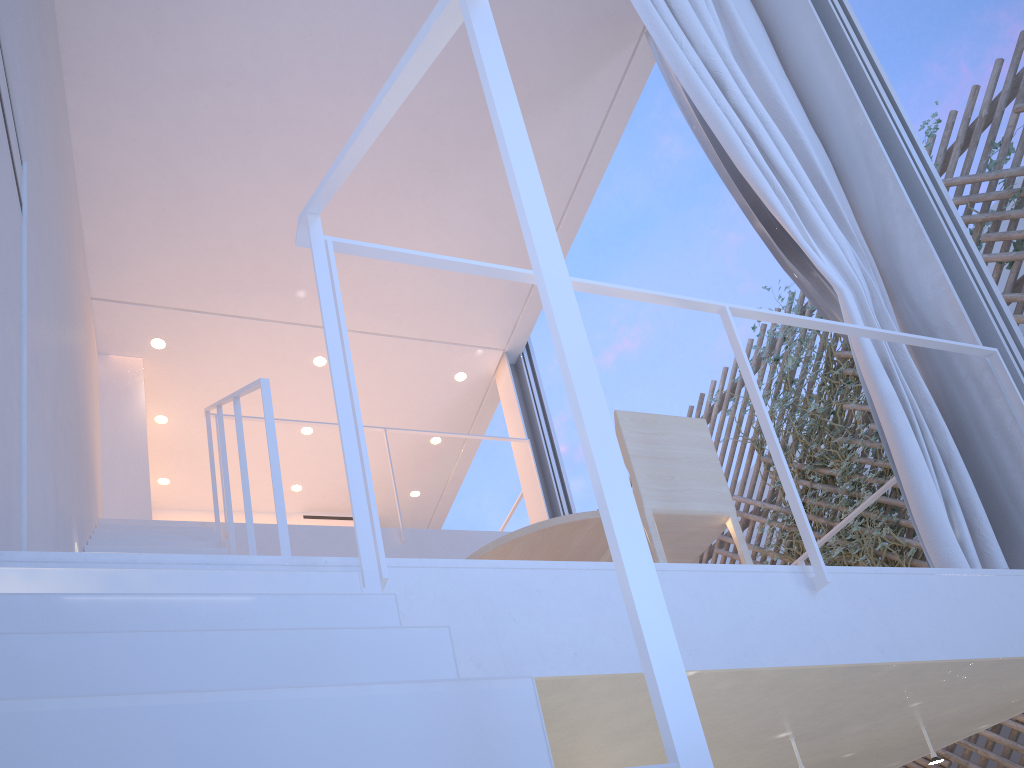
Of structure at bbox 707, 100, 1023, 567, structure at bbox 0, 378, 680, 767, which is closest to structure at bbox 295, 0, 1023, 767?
structure at bbox 0, 378, 680, 767

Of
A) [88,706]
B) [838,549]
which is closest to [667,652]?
[88,706]

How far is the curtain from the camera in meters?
1.6 m

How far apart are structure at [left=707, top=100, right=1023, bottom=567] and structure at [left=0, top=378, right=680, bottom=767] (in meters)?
2.74

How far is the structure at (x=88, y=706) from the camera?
0.4 meters

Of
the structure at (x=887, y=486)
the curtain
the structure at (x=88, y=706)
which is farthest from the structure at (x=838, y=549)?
the structure at (x=88, y=706)

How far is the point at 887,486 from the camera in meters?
2.1

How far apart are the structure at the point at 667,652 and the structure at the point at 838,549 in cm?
217

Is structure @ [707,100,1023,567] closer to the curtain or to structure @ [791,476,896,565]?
structure @ [791,476,896,565]

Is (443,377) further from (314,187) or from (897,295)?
(897,295)
